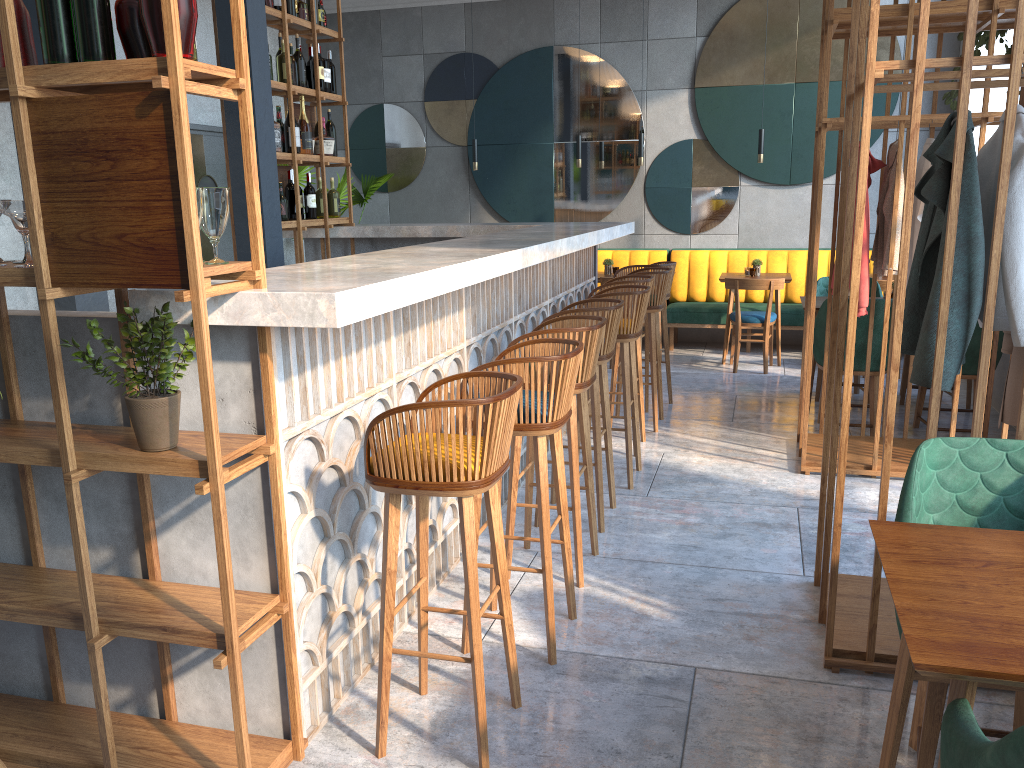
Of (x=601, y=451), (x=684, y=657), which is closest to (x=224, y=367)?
(x=684, y=657)

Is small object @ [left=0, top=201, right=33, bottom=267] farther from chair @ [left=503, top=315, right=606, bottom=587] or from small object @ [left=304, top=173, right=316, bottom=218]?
small object @ [left=304, top=173, right=316, bottom=218]

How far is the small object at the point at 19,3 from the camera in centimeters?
197cm

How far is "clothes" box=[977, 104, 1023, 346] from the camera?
2.5 meters

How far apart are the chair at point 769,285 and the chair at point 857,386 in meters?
0.7

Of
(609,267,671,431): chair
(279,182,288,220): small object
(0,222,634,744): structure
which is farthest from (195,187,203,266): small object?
(279,182,288,220): small object

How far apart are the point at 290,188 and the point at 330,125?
0.7m

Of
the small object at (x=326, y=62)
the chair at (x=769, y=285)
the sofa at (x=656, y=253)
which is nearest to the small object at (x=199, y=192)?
the small object at (x=326, y=62)

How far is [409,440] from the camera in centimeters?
215cm

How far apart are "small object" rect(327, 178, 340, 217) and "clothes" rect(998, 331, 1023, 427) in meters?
4.7 m
